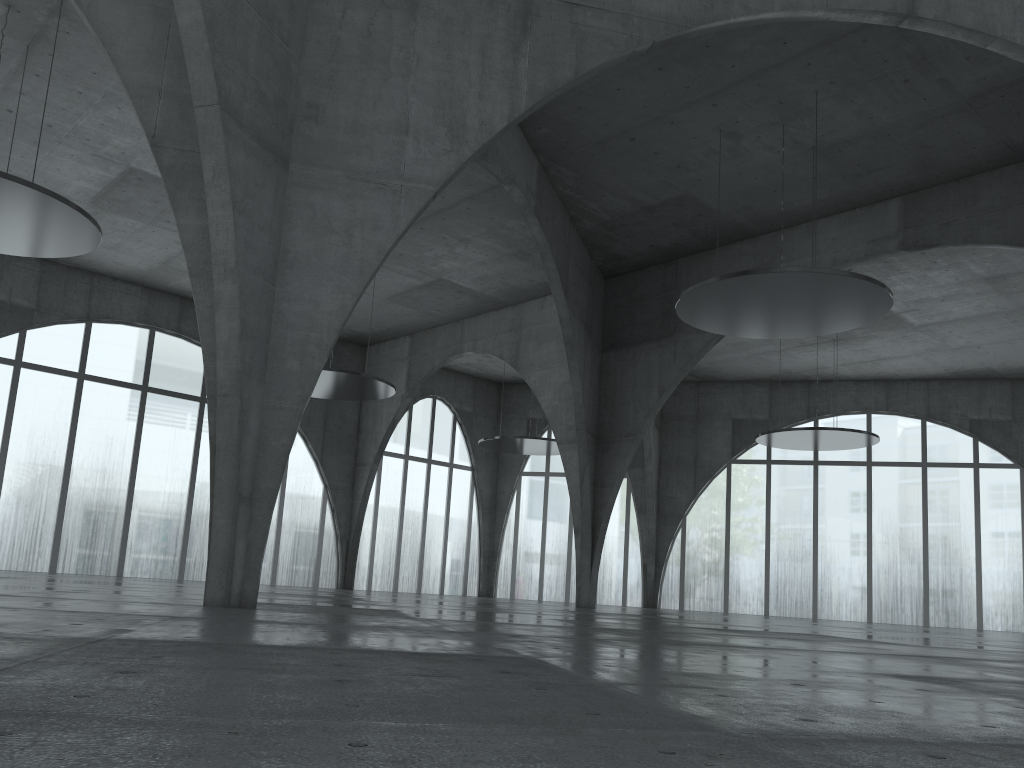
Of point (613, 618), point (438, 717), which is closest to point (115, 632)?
point (438, 717)

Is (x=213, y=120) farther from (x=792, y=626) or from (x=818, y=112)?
(x=792, y=626)
